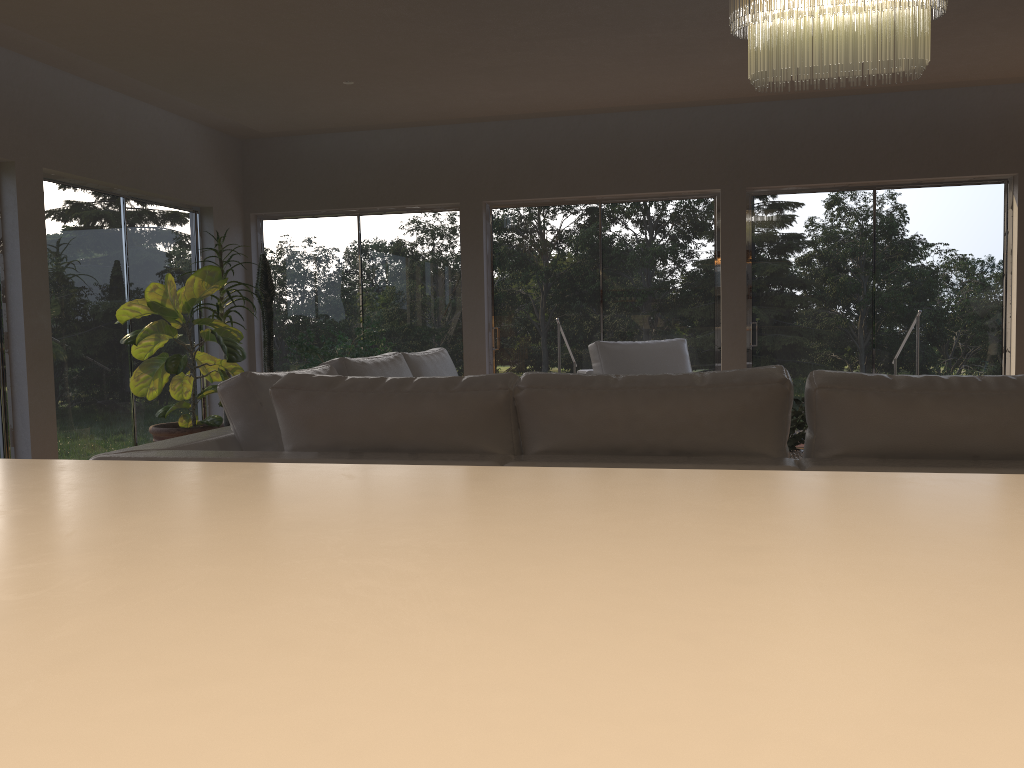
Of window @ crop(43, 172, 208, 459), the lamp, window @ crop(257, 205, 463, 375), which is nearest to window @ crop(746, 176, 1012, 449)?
window @ crop(257, 205, 463, 375)

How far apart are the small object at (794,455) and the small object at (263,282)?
4.9m

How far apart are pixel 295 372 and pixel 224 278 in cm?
441

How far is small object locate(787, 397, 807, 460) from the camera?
3.5m

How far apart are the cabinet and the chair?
5.2m

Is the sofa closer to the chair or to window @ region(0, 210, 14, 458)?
the chair

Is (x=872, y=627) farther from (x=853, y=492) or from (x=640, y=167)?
(x=640, y=167)

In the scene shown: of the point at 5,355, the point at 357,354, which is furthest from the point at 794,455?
the point at 5,355

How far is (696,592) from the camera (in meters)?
0.32

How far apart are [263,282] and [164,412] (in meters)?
1.76
